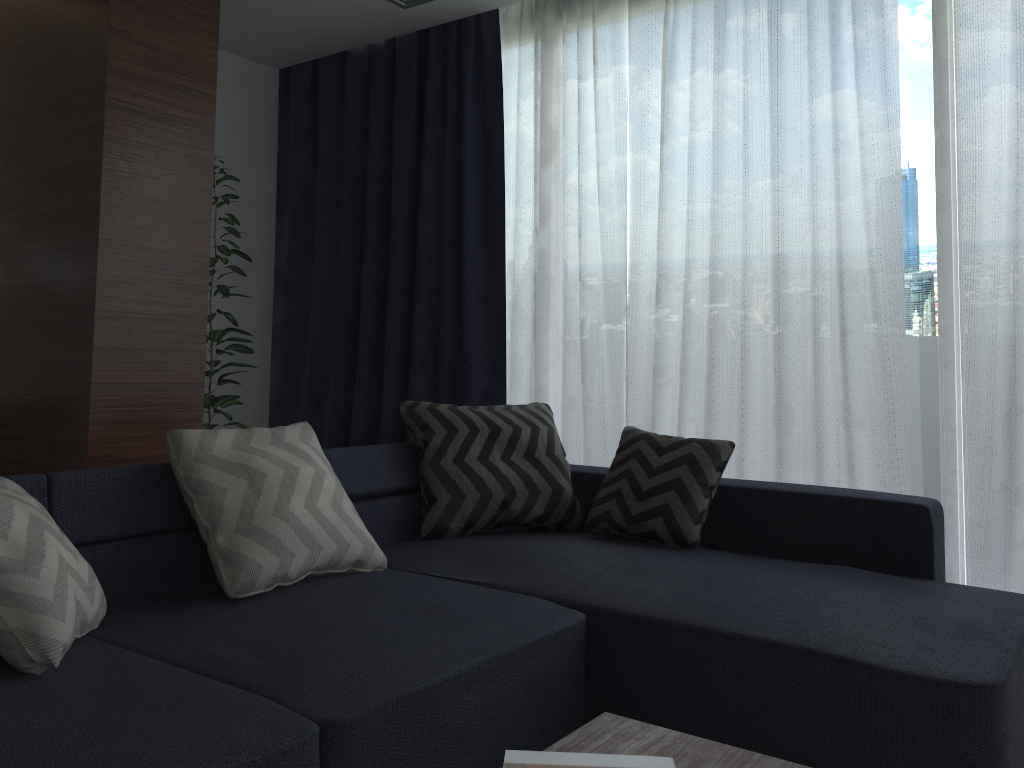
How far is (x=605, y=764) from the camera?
1.2 meters

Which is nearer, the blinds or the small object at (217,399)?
the blinds

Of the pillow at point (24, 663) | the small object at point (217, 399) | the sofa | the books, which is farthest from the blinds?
the pillow at point (24, 663)

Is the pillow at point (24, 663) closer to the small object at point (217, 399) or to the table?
the table

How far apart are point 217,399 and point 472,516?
1.7m

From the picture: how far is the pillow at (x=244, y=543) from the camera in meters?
2.1 m

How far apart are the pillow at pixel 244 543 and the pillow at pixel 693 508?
0.77m

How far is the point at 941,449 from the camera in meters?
3.1

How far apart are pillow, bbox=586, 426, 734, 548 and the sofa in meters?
0.0

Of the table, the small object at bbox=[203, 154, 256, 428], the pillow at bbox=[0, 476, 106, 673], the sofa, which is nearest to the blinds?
the sofa
